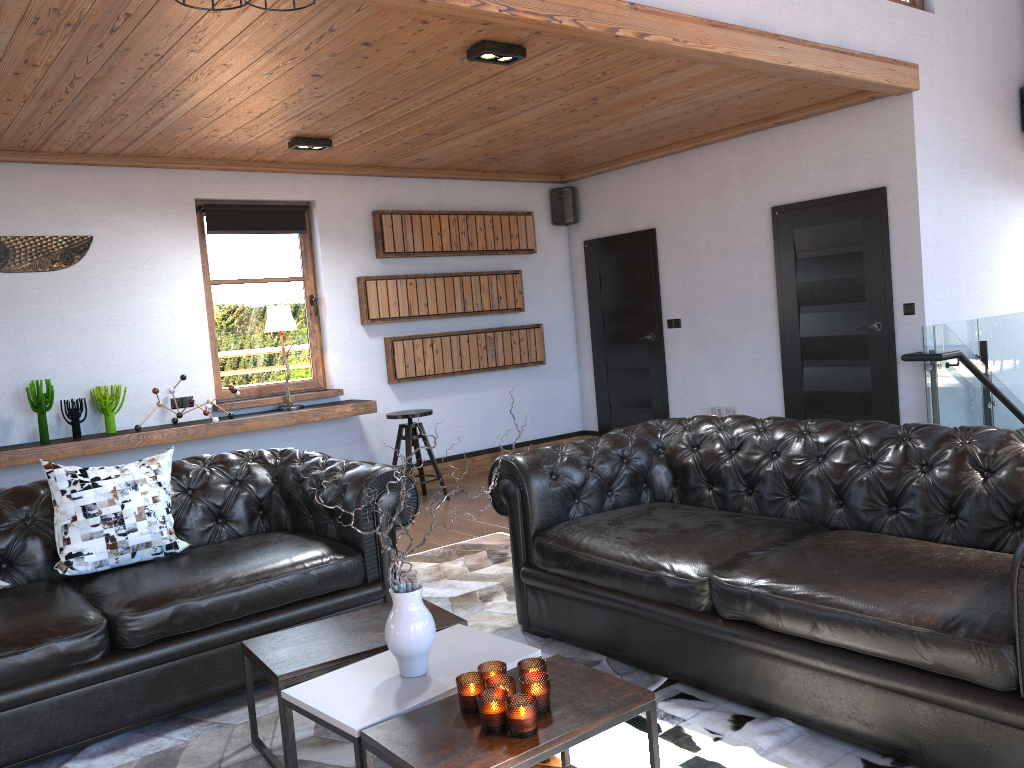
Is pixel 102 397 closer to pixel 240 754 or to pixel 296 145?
pixel 296 145

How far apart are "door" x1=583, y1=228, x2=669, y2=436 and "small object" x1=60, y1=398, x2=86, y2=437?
4.6m

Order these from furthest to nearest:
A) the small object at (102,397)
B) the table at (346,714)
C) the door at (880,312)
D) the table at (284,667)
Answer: the door at (880,312) → the small object at (102,397) → the table at (284,667) → the table at (346,714)

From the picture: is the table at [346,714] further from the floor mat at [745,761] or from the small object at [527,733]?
the floor mat at [745,761]

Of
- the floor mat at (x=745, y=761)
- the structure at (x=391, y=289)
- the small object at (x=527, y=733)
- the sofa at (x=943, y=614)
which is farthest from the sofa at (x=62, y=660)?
the structure at (x=391, y=289)

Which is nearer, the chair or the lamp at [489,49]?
the lamp at [489,49]

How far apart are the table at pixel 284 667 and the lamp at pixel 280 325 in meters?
3.7 m

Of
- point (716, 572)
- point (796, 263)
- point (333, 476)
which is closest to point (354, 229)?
point (796, 263)

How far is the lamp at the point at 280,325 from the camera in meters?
6.7

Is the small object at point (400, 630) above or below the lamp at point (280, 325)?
below
